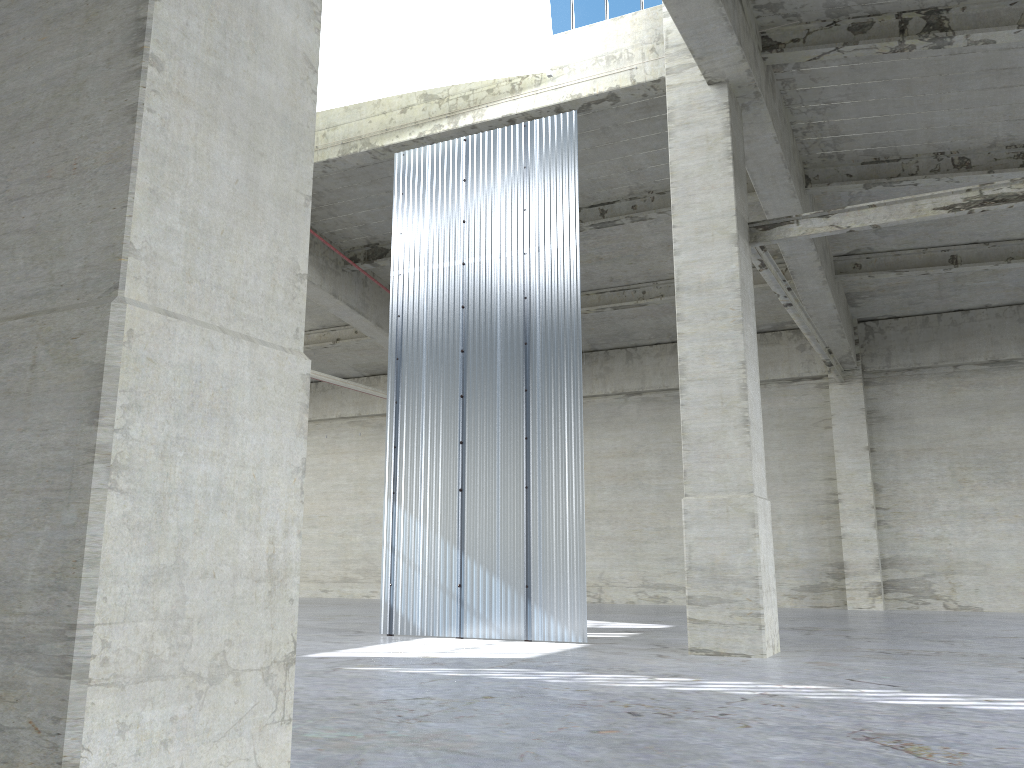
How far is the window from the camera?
18.2m

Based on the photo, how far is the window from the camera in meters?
18.2 m

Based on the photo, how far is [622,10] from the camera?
18.2 meters

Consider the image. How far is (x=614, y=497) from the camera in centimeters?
3117cm
